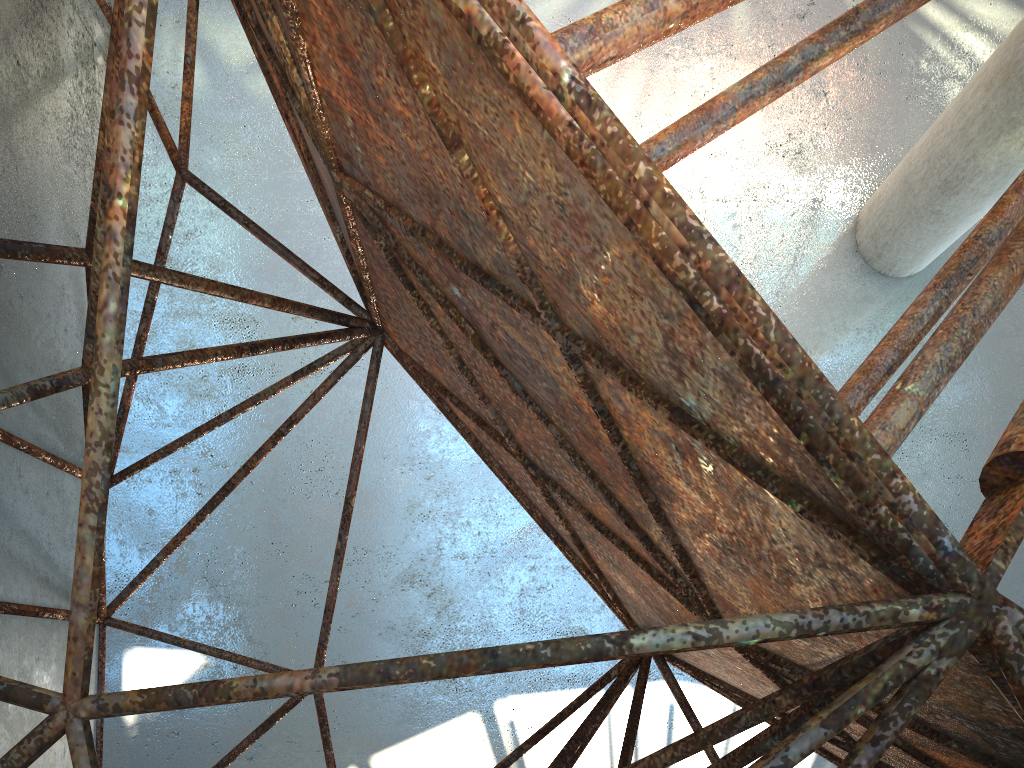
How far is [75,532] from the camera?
7.8m

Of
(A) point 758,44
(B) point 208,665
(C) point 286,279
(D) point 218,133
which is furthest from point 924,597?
(A) point 758,44
